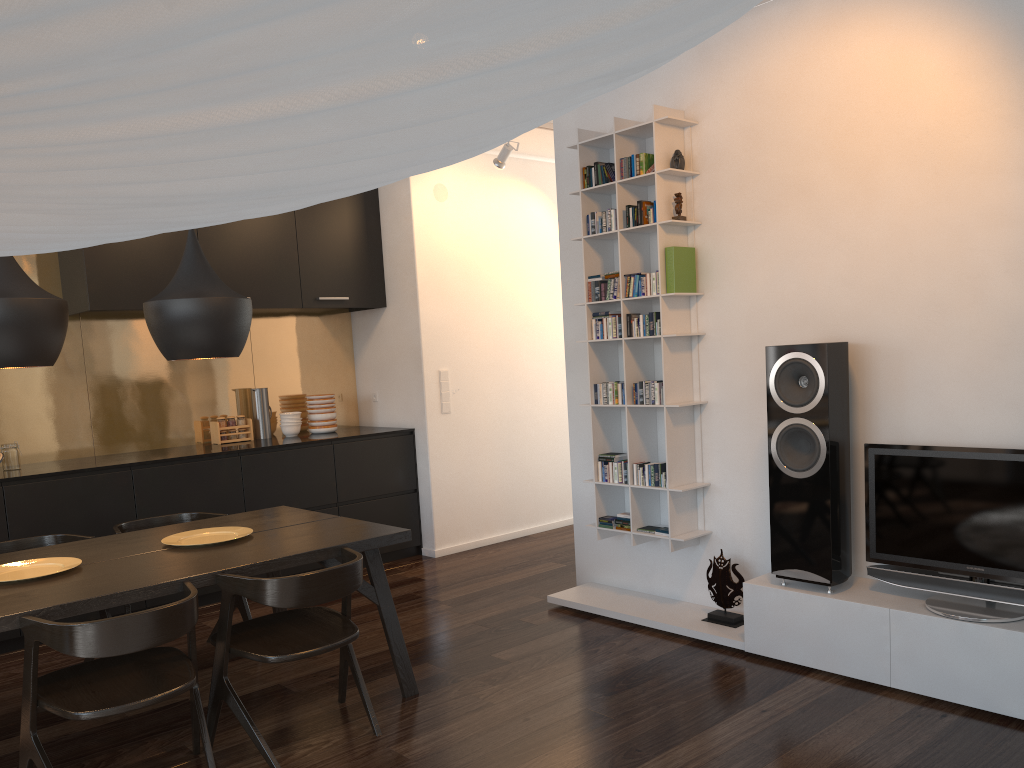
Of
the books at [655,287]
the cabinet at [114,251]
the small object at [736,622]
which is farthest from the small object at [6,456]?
the small object at [736,622]

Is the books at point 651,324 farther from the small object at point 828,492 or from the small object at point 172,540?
the small object at point 172,540

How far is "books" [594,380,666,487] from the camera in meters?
4.2 m

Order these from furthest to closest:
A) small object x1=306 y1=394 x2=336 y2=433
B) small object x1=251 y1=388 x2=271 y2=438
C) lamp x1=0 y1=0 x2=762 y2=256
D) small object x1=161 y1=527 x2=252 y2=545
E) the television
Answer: small object x1=306 y1=394 x2=336 y2=433 < small object x1=251 y1=388 x2=271 y2=438 < small object x1=161 y1=527 x2=252 y2=545 < the television < lamp x1=0 y1=0 x2=762 y2=256

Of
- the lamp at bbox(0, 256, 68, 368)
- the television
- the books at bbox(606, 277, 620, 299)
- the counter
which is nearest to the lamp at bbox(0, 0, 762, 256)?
the lamp at bbox(0, 256, 68, 368)

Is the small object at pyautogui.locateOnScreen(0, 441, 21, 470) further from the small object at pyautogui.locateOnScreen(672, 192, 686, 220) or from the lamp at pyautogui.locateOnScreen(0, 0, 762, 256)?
the lamp at pyautogui.locateOnScreen(0, 0, 762, 256)

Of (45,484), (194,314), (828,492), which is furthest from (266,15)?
(45,484)

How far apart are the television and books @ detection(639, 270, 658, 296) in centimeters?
123cm

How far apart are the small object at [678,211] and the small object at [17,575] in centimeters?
293cm

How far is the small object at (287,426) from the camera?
5.96m
